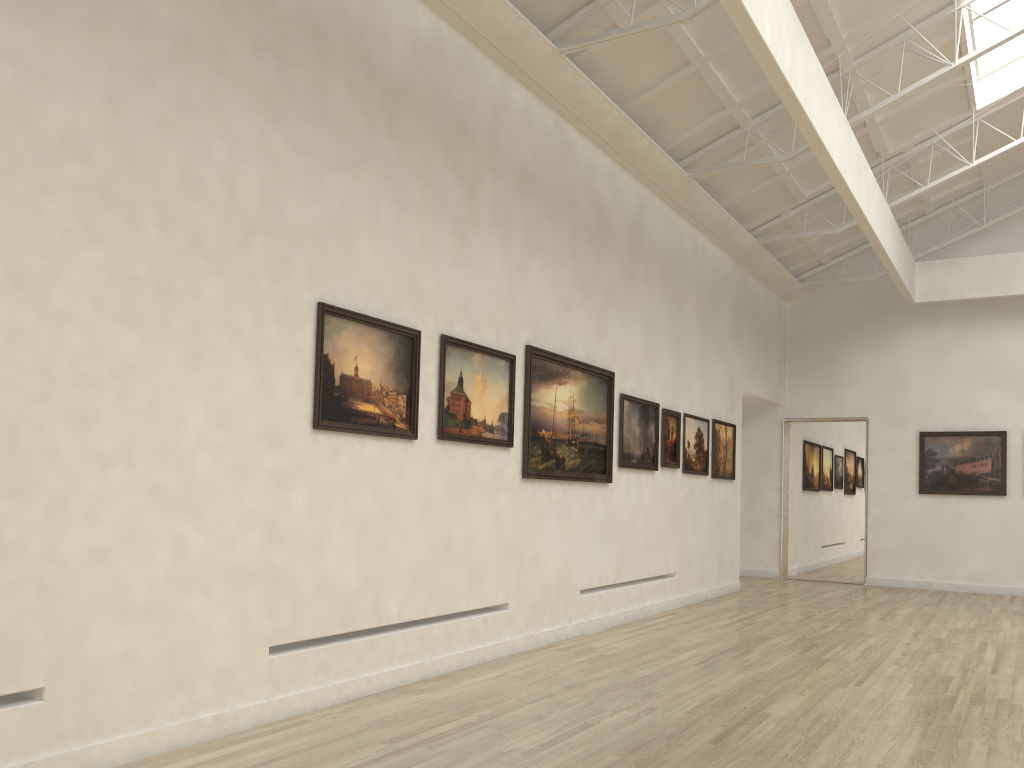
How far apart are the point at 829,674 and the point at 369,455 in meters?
8.0
